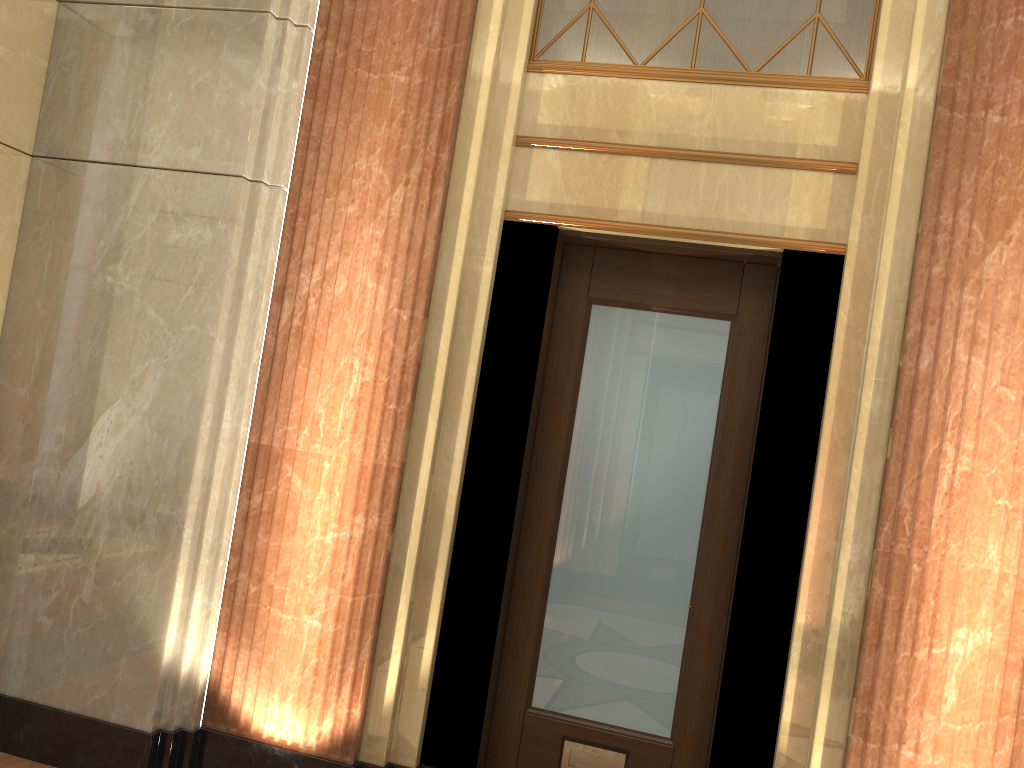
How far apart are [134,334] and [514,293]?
1.40m
